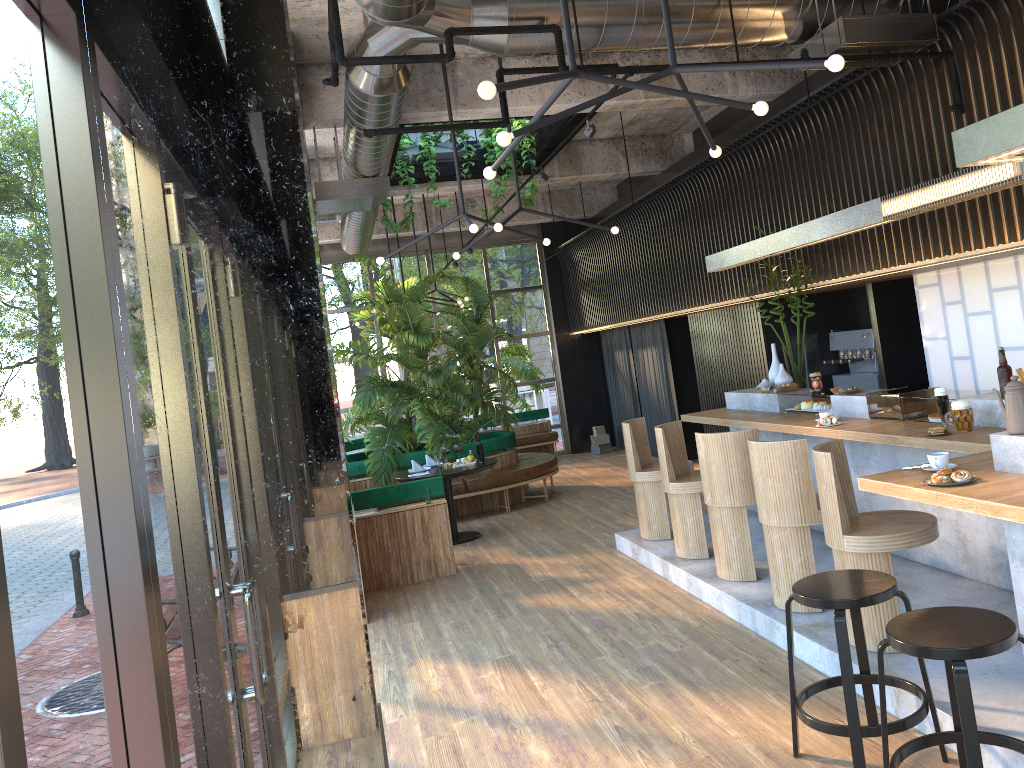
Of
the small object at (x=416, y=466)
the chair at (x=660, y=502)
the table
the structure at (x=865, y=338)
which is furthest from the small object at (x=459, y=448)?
the structure at (x=865, y=338)

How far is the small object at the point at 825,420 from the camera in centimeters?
591cm

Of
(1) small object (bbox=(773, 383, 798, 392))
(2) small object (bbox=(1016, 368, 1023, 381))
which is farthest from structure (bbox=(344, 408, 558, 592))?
(2) small object (bbox=(1016, 368, 1023, 381))

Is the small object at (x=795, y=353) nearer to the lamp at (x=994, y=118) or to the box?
the lamp at (x=994, y=118)

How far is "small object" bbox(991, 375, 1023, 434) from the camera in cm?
359

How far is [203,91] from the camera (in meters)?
1.74

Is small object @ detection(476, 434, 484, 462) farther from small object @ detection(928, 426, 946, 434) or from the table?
small object @ detection(928, 426, 946, 434)

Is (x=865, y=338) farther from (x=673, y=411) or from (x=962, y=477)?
(x=962, y=477)

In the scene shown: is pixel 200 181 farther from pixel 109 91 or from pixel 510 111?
pixel 510 111

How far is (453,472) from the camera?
8.8m
